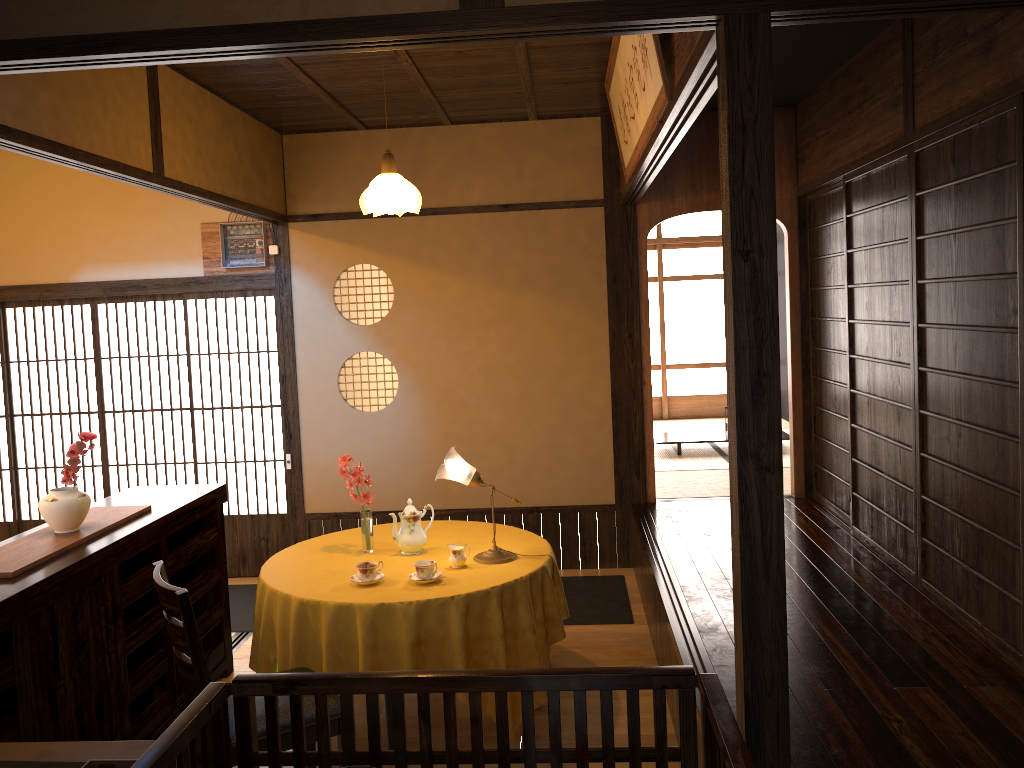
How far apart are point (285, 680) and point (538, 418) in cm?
397

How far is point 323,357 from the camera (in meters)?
6.06

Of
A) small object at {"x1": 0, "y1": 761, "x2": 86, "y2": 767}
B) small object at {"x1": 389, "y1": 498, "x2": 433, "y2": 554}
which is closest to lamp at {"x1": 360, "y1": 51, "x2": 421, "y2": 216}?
small object at {"x1": 389, "y1": 498, "x2": 433, "y2": 554}

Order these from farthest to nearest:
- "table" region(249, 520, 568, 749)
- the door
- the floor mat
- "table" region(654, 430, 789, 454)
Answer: "table" region(654, 430, 789, 454), the door, the floor mat, "table" region(249, 520, 568, 749)

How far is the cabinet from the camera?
2.88m

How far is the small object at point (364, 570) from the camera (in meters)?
3.64

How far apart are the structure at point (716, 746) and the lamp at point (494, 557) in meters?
1.7

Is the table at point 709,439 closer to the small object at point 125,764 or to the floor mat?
the floor mat

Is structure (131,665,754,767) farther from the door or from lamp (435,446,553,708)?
the door

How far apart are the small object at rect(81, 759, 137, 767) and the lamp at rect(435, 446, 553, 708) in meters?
2.0
